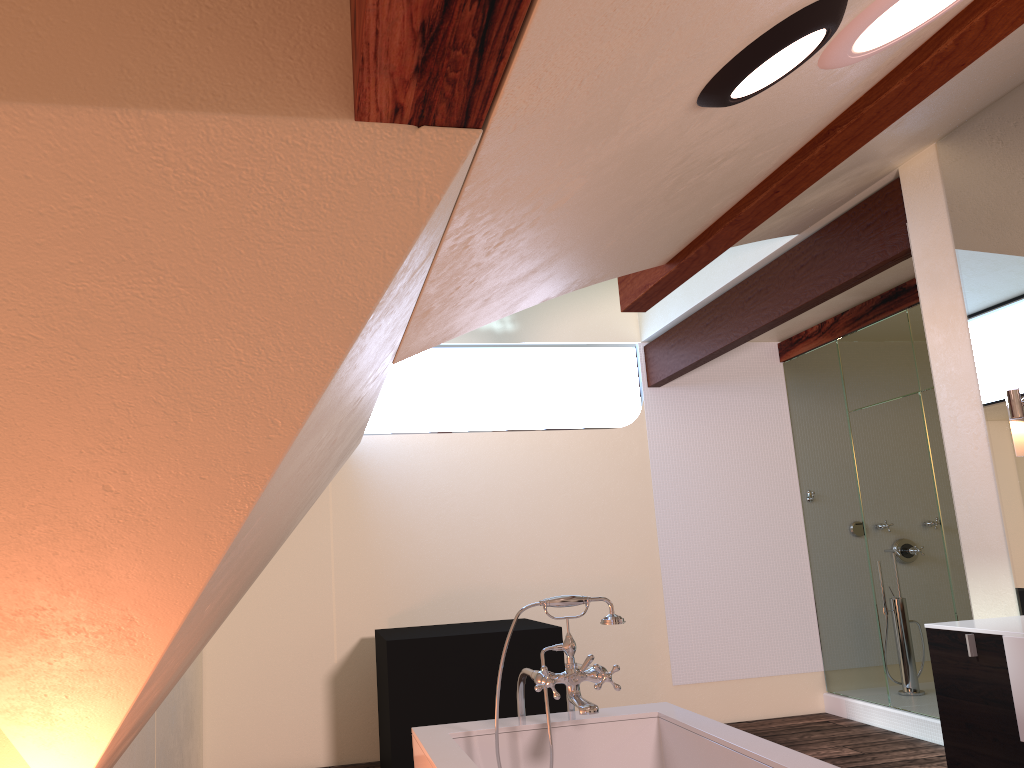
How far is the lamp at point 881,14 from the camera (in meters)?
1.38

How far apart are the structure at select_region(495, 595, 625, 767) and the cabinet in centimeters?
101cm

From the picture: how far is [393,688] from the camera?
4.18m

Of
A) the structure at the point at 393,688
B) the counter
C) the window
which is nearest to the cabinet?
the counter

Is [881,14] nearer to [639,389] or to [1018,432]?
[1018,432]

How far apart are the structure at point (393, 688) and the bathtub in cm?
170

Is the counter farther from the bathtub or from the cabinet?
the bathtub

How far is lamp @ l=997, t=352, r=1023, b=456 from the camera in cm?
274

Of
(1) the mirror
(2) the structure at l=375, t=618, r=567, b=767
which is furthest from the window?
(1) the mirror

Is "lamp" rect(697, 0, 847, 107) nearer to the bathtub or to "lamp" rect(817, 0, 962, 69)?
"lamp" rect(817, 0, 962, 69)
